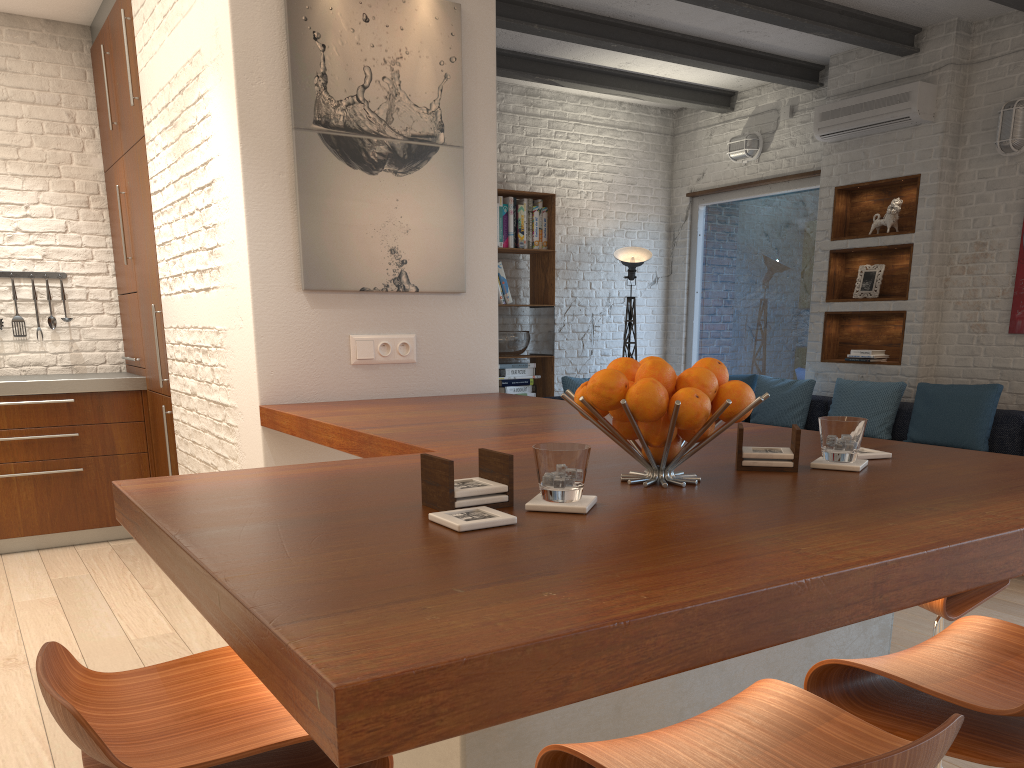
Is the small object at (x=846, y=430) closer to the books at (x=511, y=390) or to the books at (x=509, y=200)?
the books at (x=511, y=390)

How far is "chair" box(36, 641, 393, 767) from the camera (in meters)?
1.04

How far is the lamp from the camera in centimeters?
765cm

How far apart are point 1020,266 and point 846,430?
4.9 meters

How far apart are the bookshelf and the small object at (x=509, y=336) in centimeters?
9cm

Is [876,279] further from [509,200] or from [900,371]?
[509,200]

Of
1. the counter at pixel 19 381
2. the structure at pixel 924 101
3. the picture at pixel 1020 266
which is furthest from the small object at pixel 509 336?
the picture at pixel 1020 266

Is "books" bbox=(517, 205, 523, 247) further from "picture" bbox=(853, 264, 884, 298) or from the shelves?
"picture" bbox=(853, 264, 884, 298)

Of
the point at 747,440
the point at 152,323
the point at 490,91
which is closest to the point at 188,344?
the point at 152,323

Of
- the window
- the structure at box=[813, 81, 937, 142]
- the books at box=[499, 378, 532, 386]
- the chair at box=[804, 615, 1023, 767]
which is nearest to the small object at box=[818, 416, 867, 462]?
the chair at box=[804, 615, 1023, 767]
